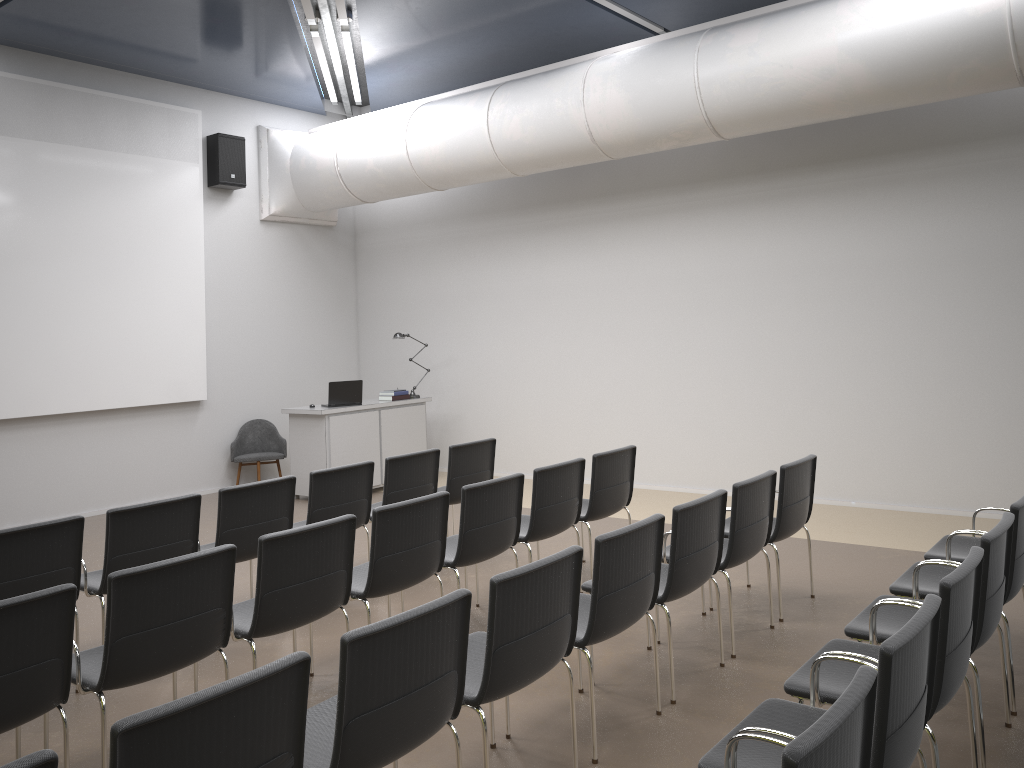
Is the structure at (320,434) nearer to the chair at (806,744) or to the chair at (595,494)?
the chair at (595,494)

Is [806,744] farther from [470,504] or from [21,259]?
[21,259]

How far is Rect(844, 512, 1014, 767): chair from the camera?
3.39m

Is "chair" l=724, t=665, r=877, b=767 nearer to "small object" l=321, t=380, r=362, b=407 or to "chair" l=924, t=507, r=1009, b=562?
"chair" l=924, t=507, r=1009, b=562

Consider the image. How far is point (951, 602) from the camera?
2.92m

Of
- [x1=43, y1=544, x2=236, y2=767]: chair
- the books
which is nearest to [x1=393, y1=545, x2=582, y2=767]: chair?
[x1=43, y1=544, x2=236, y2=767]: chair

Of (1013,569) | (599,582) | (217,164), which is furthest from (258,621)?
(217,164)

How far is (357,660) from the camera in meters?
2.6 m

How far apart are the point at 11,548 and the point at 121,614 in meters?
1.3 m

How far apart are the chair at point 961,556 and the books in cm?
666
